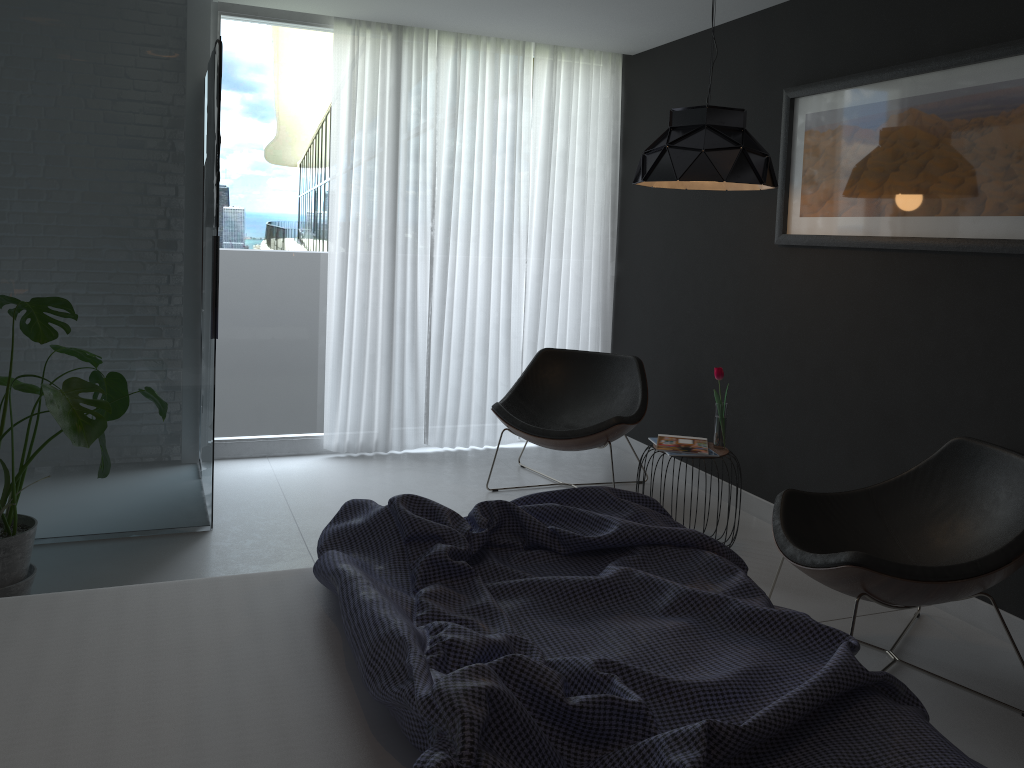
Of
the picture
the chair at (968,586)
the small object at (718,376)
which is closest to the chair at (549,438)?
the small object at (718,376)

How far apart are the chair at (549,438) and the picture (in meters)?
1.08

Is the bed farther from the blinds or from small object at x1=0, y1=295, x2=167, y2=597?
the blinds

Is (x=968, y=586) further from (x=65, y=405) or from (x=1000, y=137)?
(x=65, y=405)

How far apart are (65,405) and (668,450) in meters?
2.3

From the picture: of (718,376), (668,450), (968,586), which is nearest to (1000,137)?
(718,376)

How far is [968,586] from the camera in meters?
Answer: 2.5

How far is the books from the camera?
3.8m

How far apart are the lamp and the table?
1.1m

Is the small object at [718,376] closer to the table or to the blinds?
the table
